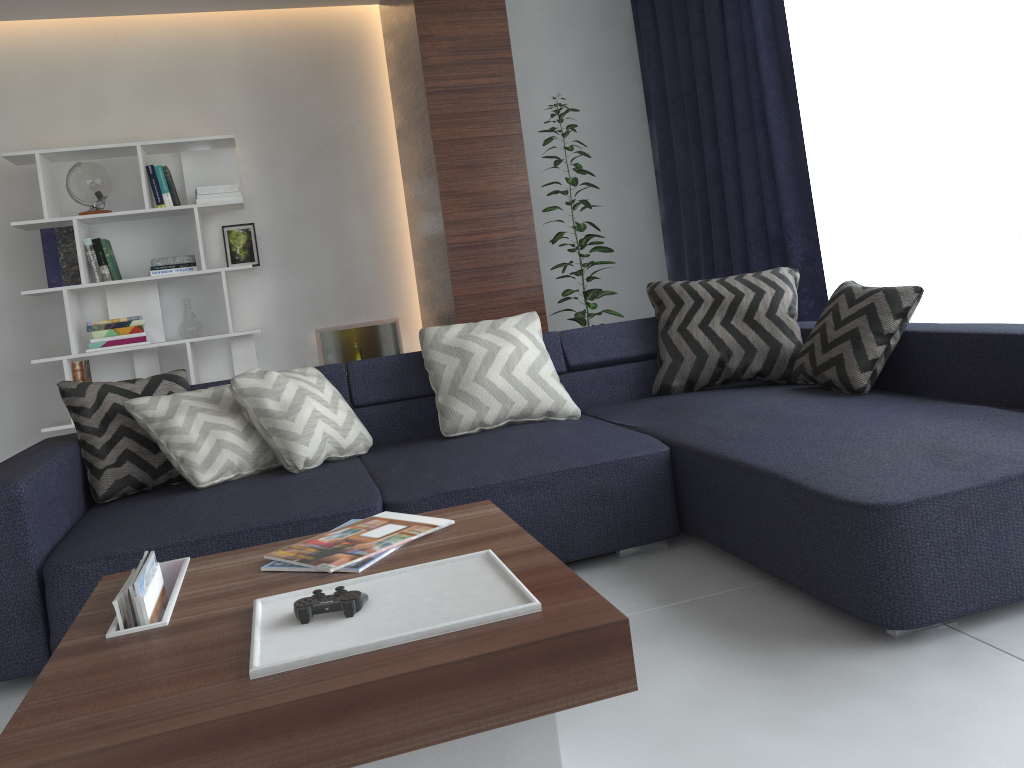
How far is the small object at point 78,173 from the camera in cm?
456

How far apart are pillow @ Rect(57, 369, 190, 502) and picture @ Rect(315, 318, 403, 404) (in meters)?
2.19

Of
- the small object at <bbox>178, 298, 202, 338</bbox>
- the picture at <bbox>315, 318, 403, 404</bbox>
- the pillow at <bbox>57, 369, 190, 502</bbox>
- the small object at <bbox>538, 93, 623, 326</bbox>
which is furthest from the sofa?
the picture at <bbox>315, 318, 403, 404</bbox>

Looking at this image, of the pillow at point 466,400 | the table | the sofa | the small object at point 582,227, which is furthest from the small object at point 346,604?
the small object at point 582,227

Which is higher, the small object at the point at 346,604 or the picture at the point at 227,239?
the picture at the point at 227,239

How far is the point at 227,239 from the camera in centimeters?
504cm

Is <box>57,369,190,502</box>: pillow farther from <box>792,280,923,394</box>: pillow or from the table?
<box>792,280,923,394</box>: pillow

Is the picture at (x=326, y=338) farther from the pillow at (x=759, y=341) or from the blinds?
the pillow at (x=759, y=341)

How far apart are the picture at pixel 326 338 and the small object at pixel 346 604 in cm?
394

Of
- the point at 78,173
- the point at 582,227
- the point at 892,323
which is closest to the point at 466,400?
the point at 892,323
